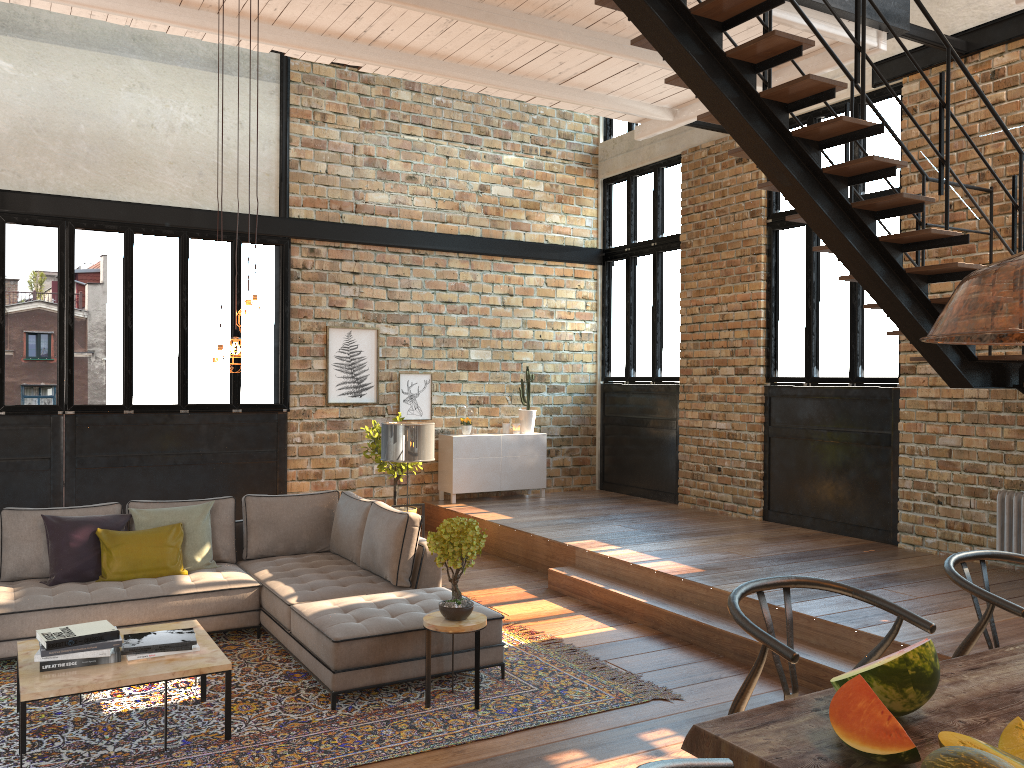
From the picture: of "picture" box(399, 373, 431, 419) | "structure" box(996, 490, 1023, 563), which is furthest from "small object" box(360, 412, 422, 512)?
"structure" box(996, 490, 1023, 563)

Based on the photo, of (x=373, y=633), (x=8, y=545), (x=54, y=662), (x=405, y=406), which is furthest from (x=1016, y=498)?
(x=8, y=545)

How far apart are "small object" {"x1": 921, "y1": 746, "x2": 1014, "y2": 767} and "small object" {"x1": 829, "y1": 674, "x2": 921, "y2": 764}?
0.10m

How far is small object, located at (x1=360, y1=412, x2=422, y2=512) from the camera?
9.13m

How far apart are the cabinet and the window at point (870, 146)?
1.34m

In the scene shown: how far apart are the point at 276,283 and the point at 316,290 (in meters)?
0.44

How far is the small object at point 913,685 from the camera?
1.8 meters

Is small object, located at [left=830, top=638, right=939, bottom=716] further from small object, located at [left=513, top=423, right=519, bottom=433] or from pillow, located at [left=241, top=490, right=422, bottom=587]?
small object, located at [left=513, top=423, right=519, bottom=433]

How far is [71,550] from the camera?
5.9m

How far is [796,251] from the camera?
9.0 meters
